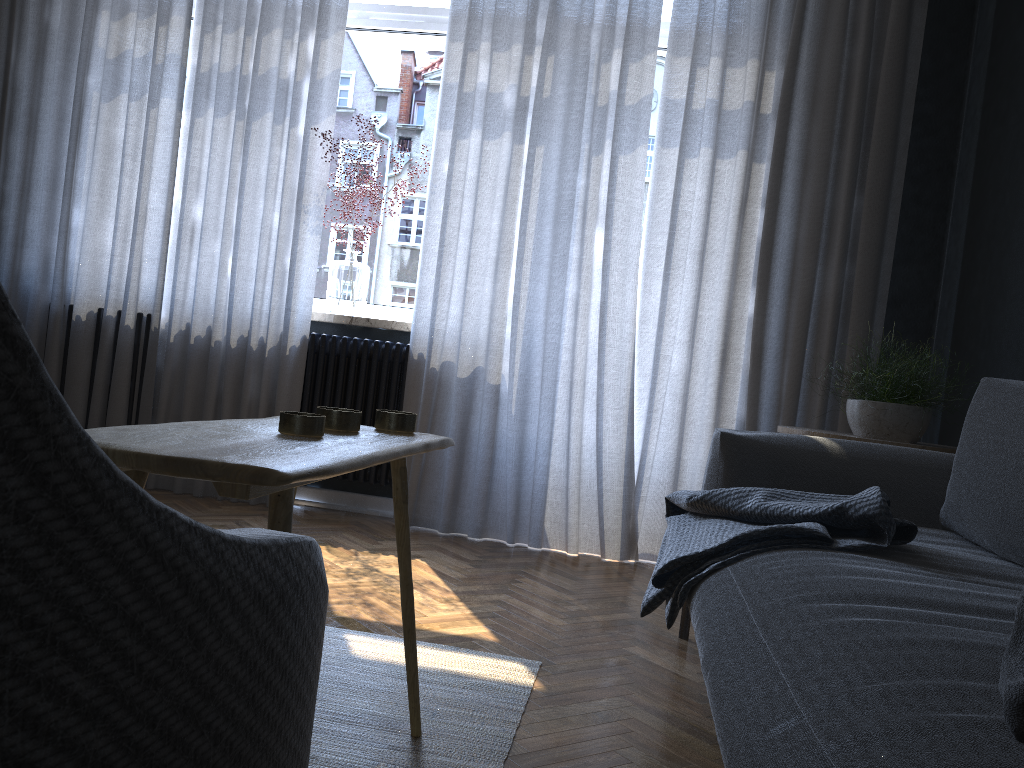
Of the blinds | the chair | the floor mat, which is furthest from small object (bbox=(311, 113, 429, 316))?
the chair

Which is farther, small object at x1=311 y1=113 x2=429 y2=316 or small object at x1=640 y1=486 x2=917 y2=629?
small object at x1=311 y1=113 x2=429 y2=316

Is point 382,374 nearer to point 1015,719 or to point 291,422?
point 291,422

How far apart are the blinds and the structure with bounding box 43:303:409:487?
0.0 meters

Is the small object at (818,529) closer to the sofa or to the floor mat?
the sofa

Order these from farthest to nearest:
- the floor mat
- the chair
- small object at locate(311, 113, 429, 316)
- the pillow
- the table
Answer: small object at locate(311, 113, 429, 316), the floor mat, the table, the pillow, the chair

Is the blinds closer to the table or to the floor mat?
the floor mat

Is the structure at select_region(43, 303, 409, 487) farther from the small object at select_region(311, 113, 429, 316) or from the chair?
the chair

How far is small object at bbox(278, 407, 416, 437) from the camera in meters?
1.2

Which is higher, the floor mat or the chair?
the chair
